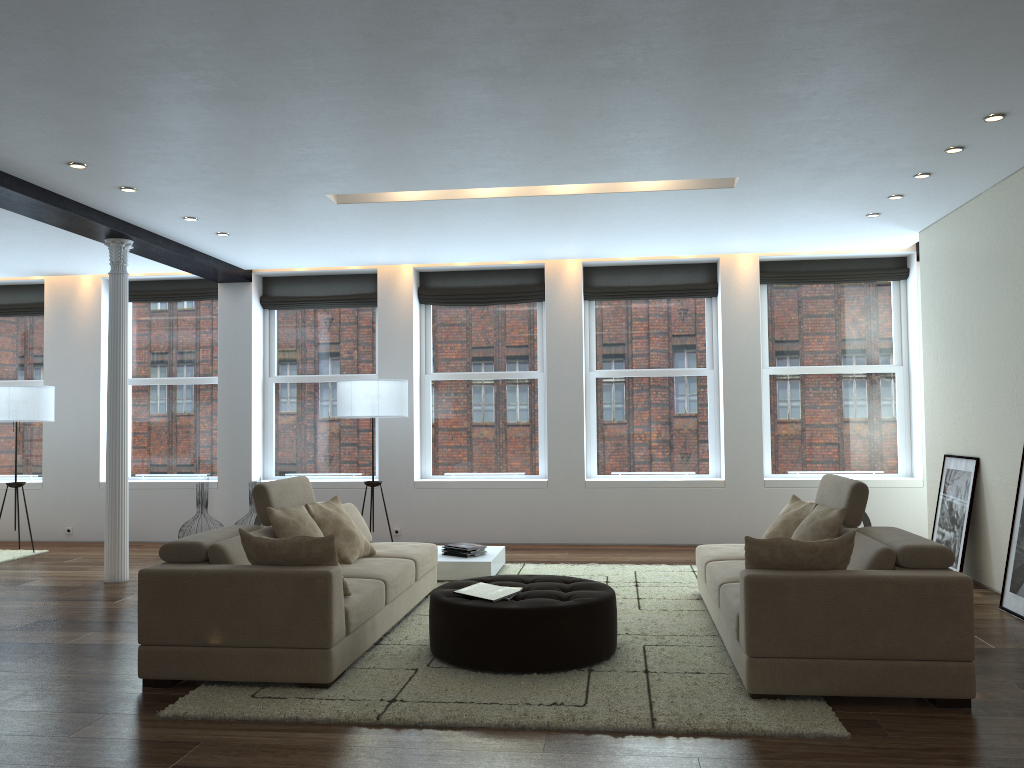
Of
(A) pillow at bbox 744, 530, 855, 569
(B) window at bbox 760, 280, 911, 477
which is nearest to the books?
(A) pillow at bbox 744, 530, 855, 569

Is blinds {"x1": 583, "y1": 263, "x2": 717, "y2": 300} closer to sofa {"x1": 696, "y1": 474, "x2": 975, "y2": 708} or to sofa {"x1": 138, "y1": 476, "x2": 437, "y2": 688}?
sofa {"x1": 696, "y1": 474, "x2": 975, "y2": 708}

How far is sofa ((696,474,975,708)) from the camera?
3.95m

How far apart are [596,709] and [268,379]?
7.14m

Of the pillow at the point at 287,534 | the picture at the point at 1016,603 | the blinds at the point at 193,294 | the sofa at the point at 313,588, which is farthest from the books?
the blinds at the point at 193,294

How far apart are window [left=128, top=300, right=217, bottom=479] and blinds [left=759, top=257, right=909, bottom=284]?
6.20m

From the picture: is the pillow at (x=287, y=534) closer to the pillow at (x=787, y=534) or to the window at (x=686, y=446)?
the pillow at (x=787, y=534)

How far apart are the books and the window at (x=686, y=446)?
4.8 meters

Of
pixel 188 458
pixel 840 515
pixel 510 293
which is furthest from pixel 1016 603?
pixel 188 458

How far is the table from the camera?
7.10m
